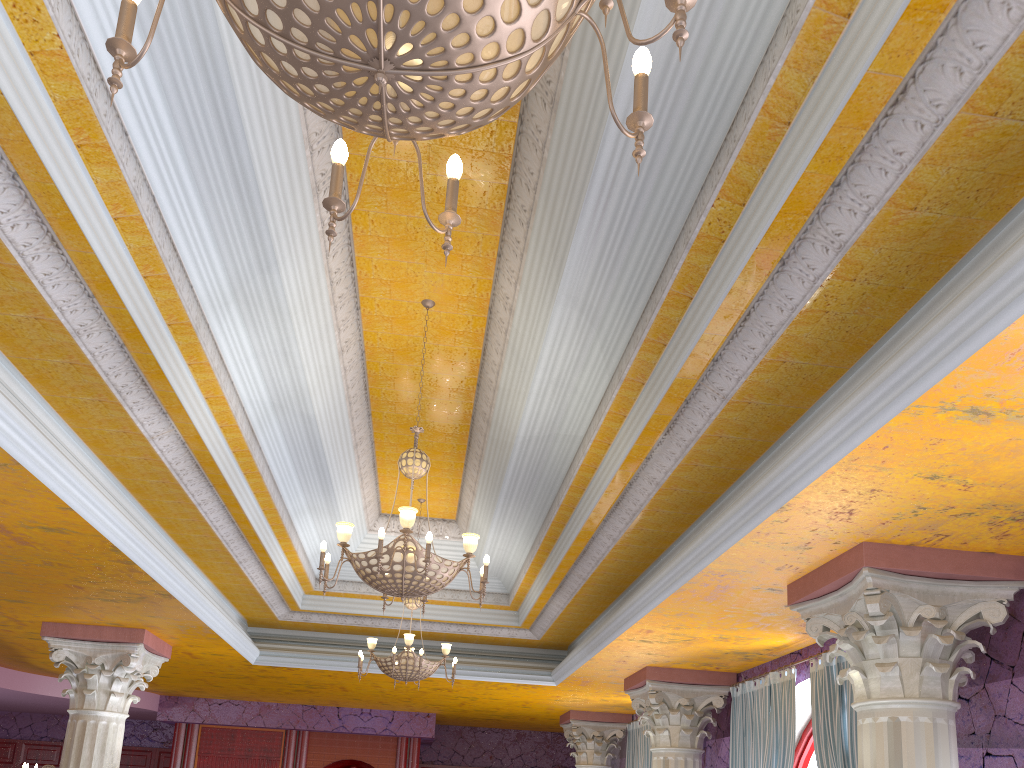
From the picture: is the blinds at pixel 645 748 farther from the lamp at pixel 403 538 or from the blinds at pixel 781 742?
the lamp at pixel 403 538

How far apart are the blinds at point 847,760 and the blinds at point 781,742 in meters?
0.4 m

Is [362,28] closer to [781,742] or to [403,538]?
[403,538]

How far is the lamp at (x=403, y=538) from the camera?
5.03m

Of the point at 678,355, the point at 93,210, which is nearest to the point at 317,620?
the point at 678,355

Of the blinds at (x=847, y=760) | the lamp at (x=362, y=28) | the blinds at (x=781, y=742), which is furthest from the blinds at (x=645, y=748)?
the lamp at (x=362, y=28)

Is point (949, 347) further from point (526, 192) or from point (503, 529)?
point (503, 529)

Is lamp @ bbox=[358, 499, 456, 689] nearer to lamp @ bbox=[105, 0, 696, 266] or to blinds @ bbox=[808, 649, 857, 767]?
blinds @ bbox=[808, 649, 857, 767]

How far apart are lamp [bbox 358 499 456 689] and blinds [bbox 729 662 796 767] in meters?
3.0 m

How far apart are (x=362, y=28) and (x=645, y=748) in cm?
1210
